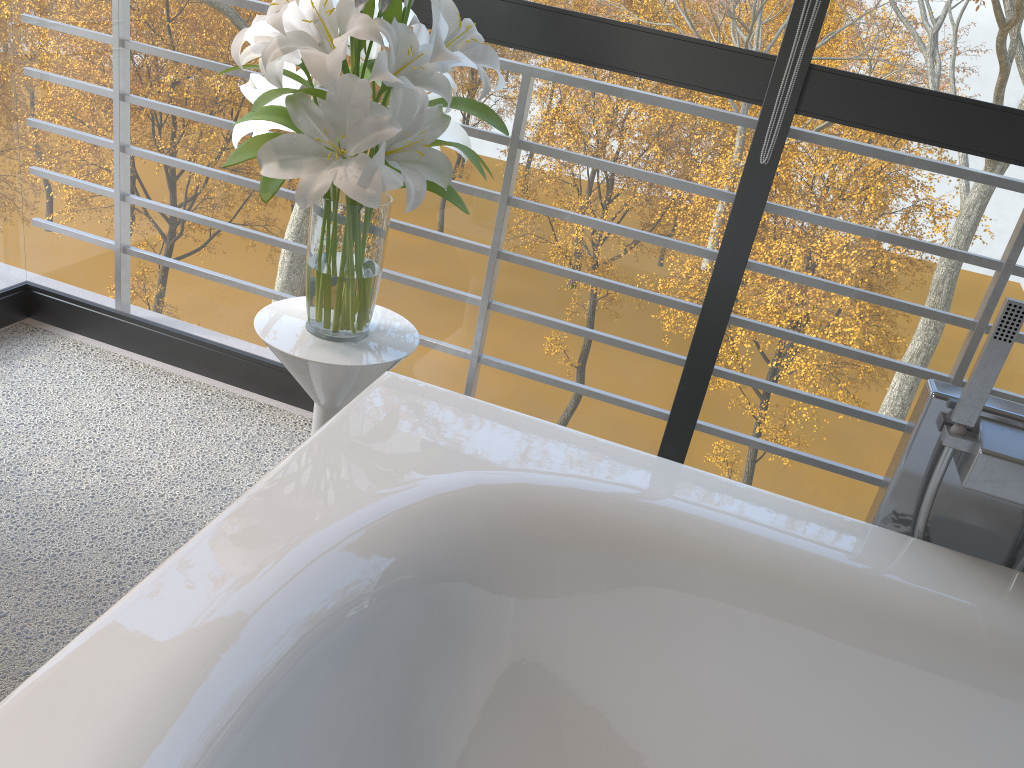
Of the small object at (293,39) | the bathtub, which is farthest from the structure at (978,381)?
the small object at (293,39)

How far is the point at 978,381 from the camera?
1.2 meters

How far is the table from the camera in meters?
1.6

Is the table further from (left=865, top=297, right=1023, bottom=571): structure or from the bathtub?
(left=865, top=297, right=1023, bottom=571): structure

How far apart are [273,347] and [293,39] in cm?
52

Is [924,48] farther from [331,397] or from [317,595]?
[317,595]

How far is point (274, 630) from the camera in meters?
1.0

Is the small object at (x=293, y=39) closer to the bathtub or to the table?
the table

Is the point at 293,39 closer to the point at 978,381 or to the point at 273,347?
the point at 273,347

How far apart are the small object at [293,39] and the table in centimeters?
1cm
